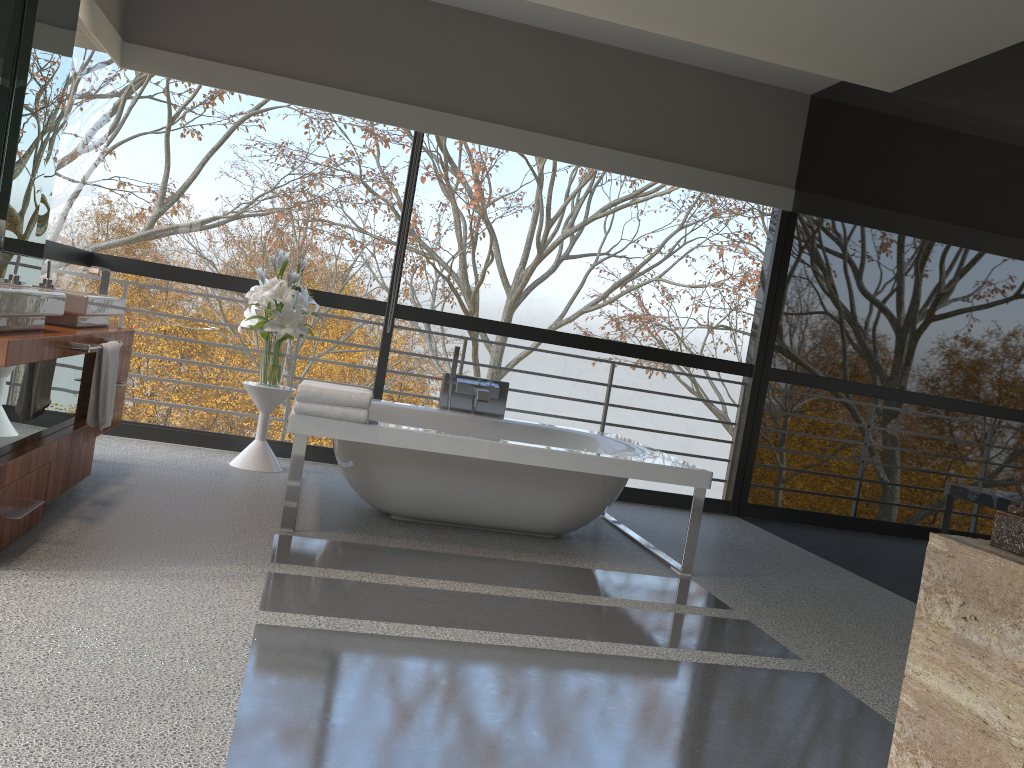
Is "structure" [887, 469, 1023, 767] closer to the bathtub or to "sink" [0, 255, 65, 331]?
the bathtub

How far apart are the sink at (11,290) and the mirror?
0.56m

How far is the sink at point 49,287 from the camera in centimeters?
371cm

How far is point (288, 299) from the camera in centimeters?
494cm

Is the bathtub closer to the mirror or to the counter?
the counter

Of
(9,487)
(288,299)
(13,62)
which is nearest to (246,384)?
(288,299)

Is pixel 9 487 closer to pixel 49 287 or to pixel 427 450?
pixel 49 287

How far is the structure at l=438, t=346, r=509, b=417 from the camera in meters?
5.2

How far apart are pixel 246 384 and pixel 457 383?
1.20m

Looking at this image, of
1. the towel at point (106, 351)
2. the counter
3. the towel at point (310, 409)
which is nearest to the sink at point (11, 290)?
the counter
